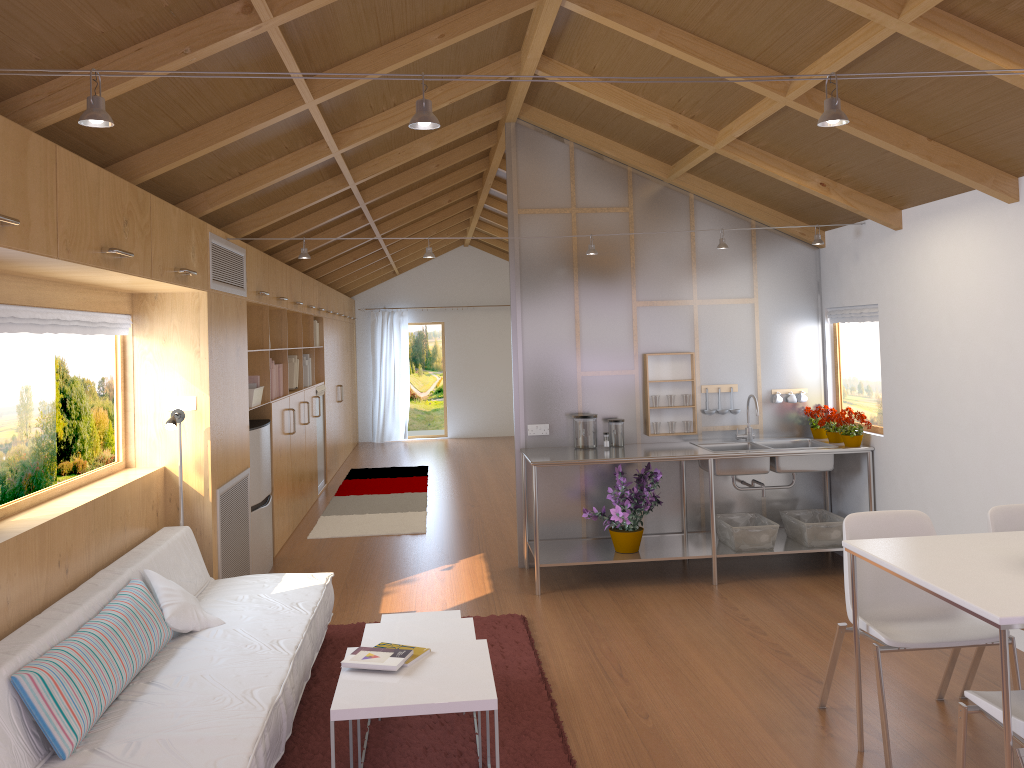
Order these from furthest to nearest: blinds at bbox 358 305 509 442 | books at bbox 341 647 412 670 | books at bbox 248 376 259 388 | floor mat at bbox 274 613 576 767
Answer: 1. blinds at bbox 358 305 509 442
2. books at bbox 248 376 259 388
3. floor mat at bbox 274 613 576 767
4. books at bbox 341 647 412 670

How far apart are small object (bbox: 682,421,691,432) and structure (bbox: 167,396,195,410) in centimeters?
312cm

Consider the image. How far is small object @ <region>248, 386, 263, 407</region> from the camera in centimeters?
582cm

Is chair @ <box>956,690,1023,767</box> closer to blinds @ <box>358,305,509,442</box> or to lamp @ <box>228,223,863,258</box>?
lamp @ <box>228,223,863,258</box>

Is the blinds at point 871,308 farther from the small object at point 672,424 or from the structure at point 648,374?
the small object at point 672,424

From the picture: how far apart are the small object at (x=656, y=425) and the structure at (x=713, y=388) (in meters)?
0.46

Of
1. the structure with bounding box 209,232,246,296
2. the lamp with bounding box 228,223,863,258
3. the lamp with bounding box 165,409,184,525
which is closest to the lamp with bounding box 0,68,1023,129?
the lamp with bounding box 165,409,184,525

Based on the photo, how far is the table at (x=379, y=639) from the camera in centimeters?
339cm

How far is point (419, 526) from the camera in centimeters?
729cm

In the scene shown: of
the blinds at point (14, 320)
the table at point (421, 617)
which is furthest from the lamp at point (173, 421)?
the table at point (421, 617)
